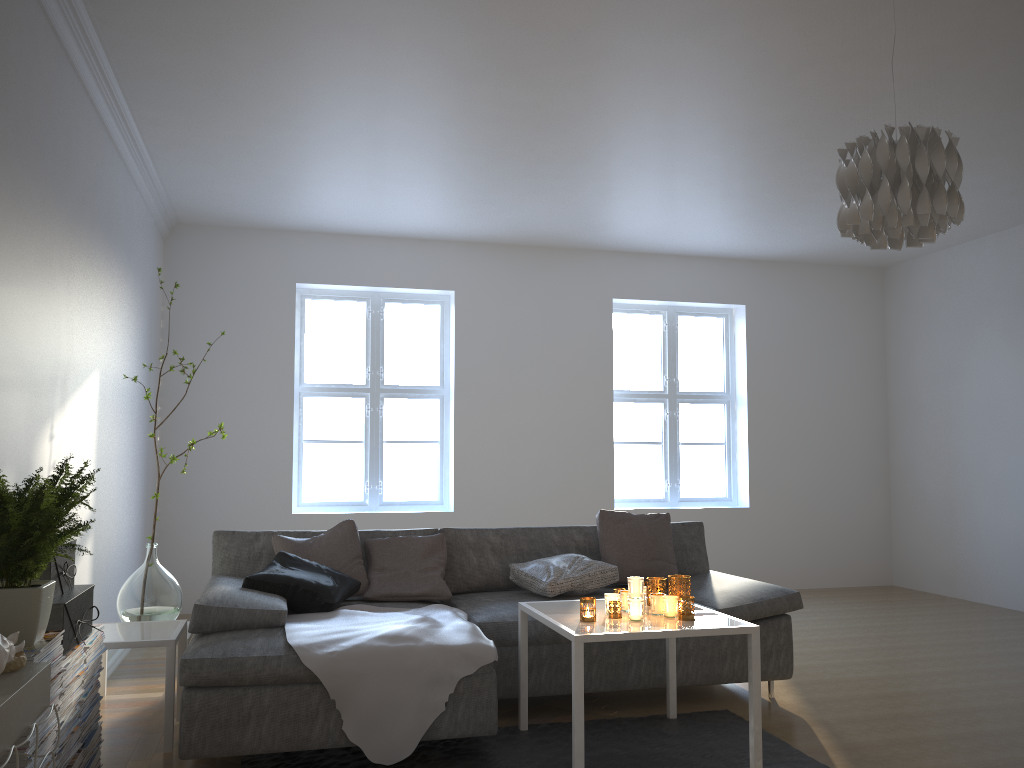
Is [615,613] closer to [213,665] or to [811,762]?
[811,762]

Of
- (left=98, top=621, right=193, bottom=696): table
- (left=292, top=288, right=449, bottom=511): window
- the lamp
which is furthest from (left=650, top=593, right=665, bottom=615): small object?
(left=292, top=288, right=449, bottom=511): window

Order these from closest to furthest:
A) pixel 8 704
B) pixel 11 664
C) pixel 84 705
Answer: pixel 8 704 < pixel 11 664 < pixel 84 705

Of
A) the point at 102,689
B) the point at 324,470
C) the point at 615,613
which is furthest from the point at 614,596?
the point at 324,470

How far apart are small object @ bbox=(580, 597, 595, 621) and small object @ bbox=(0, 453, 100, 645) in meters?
1.6

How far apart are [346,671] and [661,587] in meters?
1.3

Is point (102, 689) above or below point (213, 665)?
below

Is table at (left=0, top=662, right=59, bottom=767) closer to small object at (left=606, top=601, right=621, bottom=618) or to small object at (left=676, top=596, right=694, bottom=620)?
small object at (left=606, top=601, right=621, bottom=618)

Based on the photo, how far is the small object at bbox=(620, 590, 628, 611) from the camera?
3.35m

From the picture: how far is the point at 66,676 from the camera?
2.6 meters
